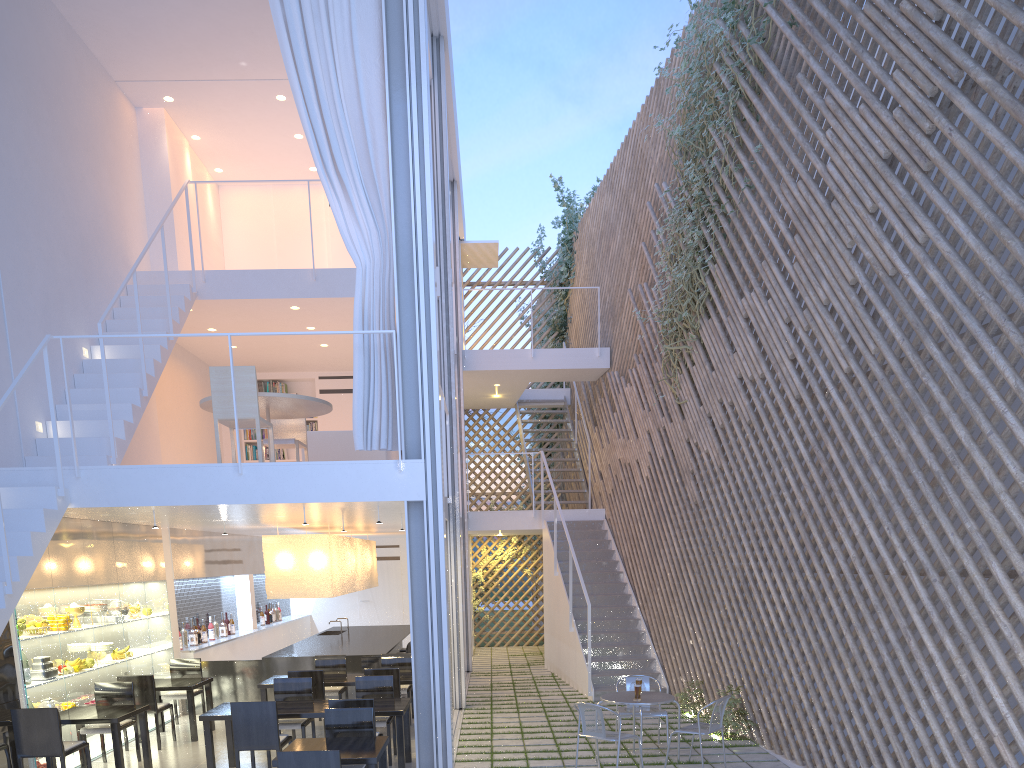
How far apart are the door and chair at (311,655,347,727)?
4.03m

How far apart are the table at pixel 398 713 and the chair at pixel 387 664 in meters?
0.9

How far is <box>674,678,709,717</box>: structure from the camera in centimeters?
473cm

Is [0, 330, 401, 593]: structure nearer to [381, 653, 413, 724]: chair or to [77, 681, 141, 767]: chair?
[77, 681, 141, 767]: chair

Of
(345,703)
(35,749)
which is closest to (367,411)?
(345,703)

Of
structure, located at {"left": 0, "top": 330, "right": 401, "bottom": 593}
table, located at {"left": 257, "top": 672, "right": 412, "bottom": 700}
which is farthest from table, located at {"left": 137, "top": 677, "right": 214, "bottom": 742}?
structure, located at {"left": 0, "top": 330, "right": 401, "bottom": 593}

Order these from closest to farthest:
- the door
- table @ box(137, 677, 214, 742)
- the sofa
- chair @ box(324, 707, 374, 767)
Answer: chair @ box(324, 707, 374, 767) → table @ box(137, 677, 214, 742) → the sofa → the door

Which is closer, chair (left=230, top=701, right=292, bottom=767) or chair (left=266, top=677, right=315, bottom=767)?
Answer: chair (left=230, top=701, right=292, bottom=767)

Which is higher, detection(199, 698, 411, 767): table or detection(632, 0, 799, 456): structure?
detection(632, 0, 799, 456): structure

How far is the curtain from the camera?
3.7 meters
